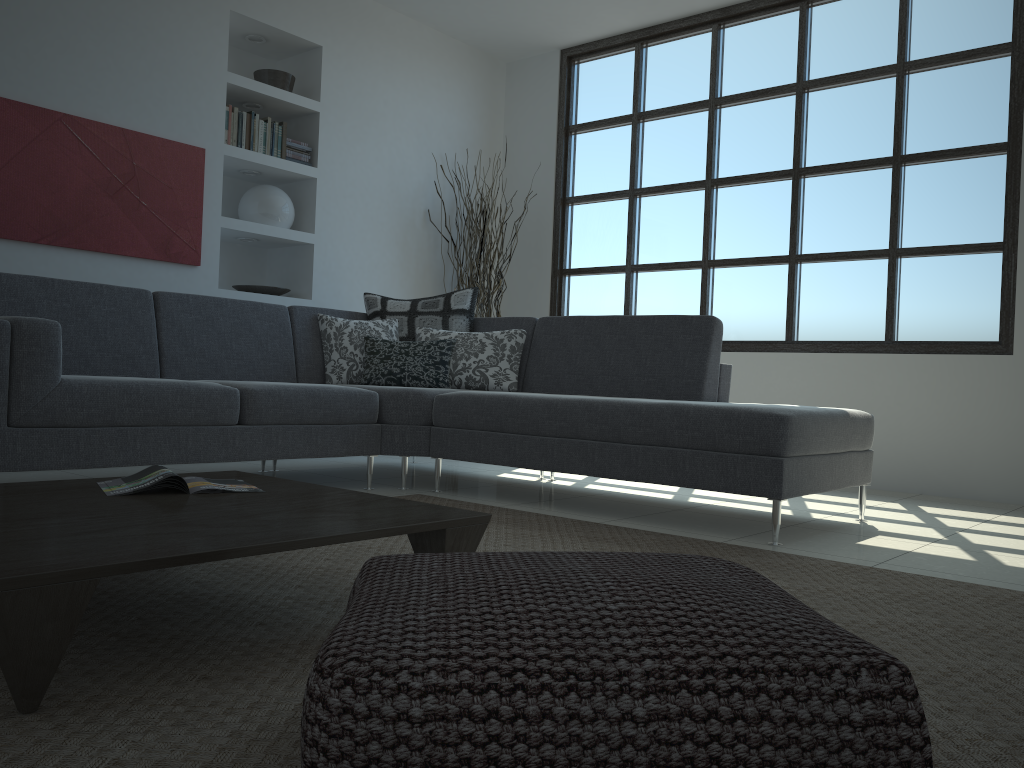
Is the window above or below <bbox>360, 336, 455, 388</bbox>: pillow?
above

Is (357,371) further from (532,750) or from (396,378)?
(532,750)

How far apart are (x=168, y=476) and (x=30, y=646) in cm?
83

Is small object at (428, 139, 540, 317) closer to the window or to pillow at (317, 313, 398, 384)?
the window

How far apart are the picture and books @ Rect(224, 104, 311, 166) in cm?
23

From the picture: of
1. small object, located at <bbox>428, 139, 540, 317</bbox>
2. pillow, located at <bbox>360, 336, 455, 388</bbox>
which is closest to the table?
pillow, located at <bbox>360, 336, 455, 388</bbox>

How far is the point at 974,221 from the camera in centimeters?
482cm

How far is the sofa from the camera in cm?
302

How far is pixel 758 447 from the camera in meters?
3.1

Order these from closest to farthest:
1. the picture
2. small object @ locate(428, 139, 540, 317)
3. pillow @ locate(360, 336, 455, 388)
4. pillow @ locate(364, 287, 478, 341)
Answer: the picture < pillow @ locate(360, 336, 455, 388) < pillow @ locate(364, 287, 478, 341) < small object @ locate(428, 139, 540, 317)
